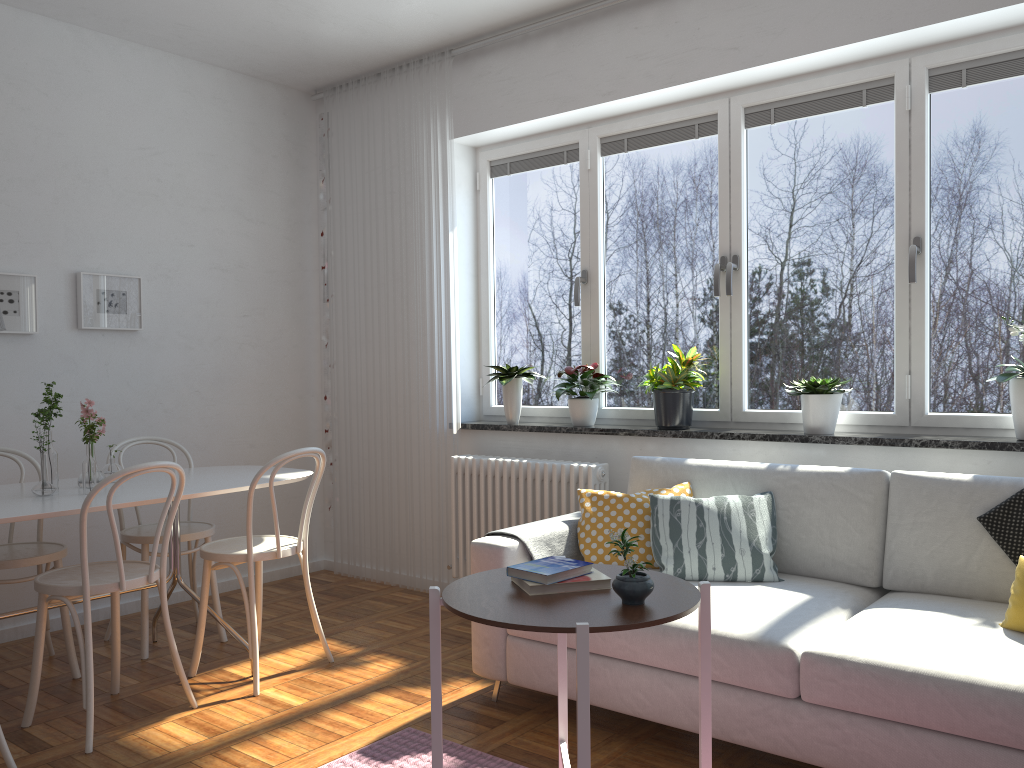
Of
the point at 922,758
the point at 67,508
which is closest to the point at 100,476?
the point at 67,508

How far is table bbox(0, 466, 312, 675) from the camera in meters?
2.9

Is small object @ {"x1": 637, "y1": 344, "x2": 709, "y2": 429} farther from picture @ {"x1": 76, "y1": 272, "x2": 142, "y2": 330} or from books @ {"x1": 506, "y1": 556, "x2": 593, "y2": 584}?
picture @ {"x1": 76, "y1": 272, "x2": 142, "y2": 330}

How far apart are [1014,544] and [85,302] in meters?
4.0 m

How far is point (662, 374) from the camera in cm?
391

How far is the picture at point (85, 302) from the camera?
4.3 meters

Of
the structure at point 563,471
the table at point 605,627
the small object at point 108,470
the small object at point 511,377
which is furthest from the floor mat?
the small object at point 511,377

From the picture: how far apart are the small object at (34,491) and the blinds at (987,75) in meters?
2.7

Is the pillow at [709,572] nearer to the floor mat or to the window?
the window

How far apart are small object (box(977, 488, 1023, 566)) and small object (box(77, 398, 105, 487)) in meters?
3.2
